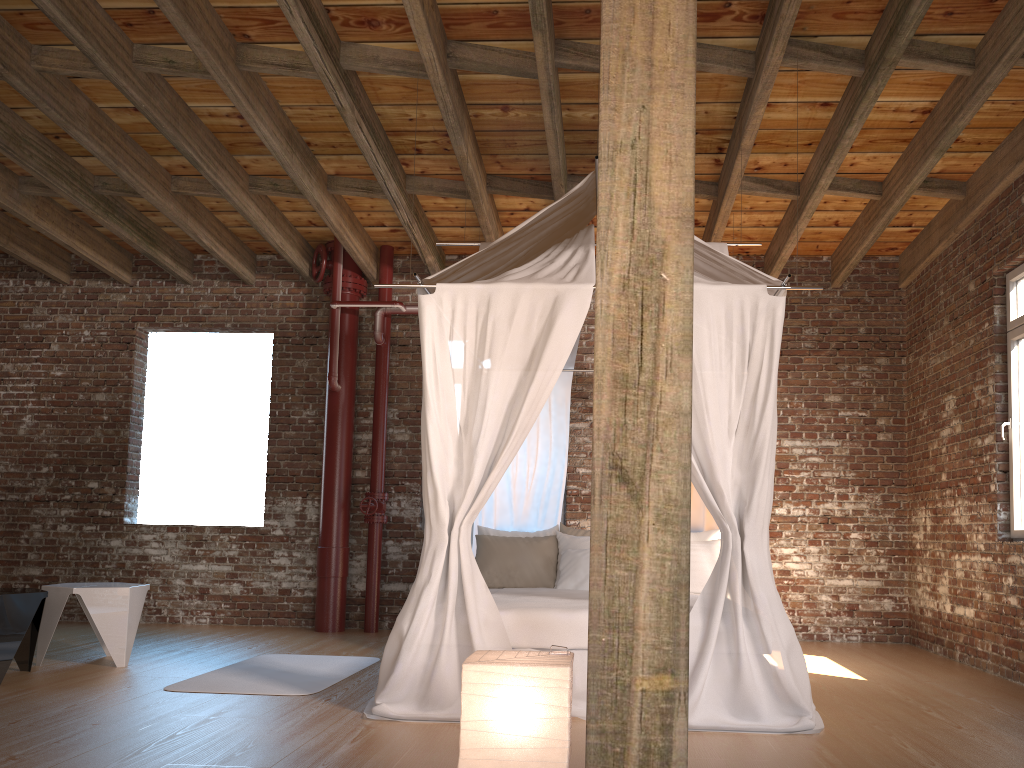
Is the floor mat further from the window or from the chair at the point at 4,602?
the window

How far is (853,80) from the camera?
5.1m

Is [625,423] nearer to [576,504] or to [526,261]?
[526,261]

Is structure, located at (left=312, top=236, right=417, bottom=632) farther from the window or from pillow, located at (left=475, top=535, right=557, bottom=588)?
the window

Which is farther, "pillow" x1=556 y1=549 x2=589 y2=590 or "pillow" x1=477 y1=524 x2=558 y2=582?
"pillow" x1=477 y1=524 x2=558 y2=582

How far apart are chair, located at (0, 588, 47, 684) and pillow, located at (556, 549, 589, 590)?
3.1m

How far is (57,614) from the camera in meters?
5.4

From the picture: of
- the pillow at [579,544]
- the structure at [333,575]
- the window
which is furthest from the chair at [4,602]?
the window

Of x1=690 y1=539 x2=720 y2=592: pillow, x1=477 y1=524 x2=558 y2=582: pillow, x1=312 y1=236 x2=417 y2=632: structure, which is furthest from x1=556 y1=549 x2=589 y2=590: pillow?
x1=312 y1=236 x2=417 y2=632: structure

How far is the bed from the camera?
4.00m
